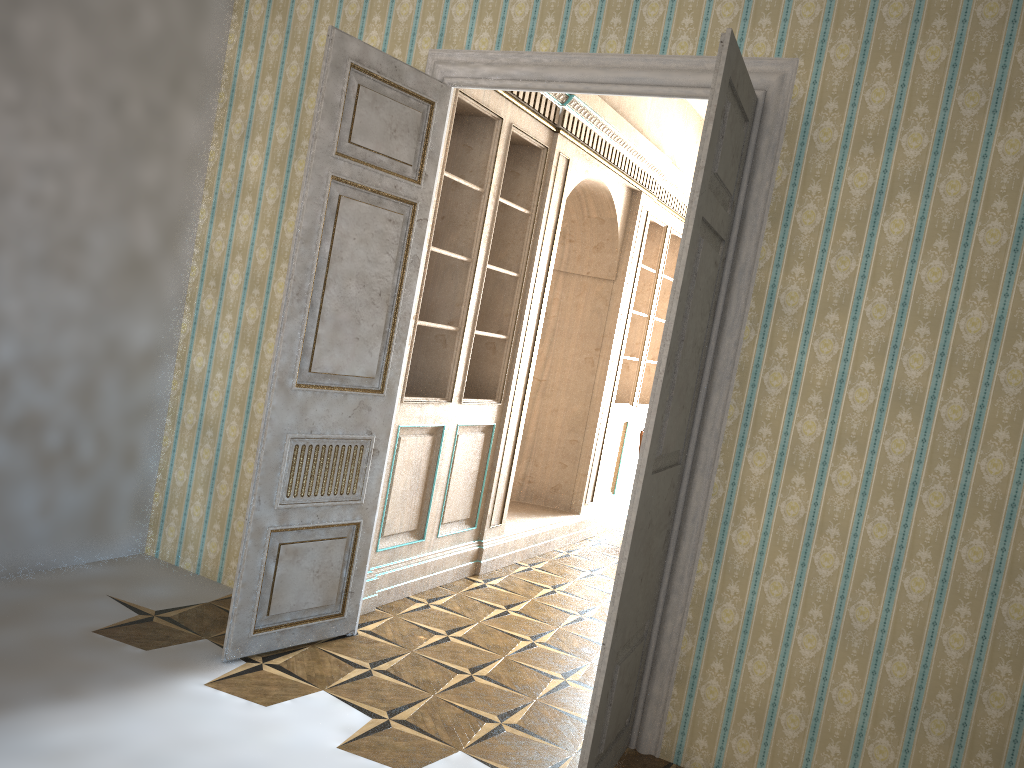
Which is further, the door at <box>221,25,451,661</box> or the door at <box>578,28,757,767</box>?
the door at <box>221,25,451,661</box>

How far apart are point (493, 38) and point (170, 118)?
1.75m

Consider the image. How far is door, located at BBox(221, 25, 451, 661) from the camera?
3.7 meters

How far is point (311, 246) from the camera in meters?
3.7 m

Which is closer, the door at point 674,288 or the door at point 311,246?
the door at point 674,288

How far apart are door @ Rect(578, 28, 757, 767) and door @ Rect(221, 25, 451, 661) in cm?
143

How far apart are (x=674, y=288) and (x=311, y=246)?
1.6 meters

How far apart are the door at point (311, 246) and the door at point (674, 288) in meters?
1.4 m

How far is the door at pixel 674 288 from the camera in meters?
2.9 m
